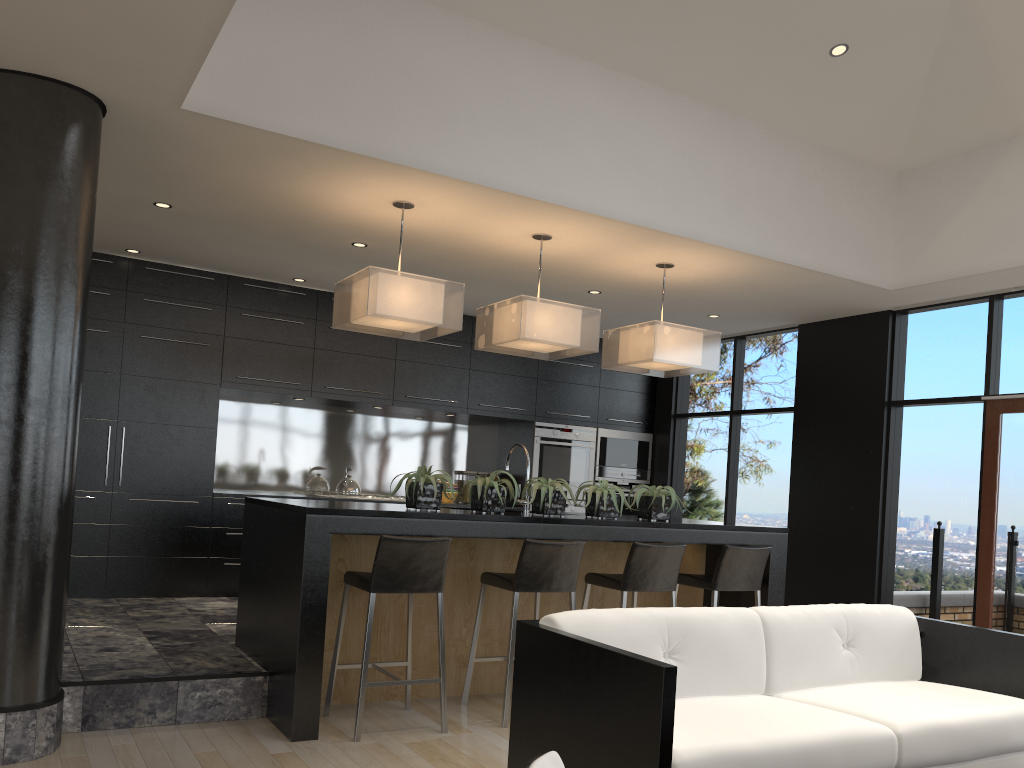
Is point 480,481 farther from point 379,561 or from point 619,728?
point 619,728

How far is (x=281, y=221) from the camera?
5.45m

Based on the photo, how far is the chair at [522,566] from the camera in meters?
4.5

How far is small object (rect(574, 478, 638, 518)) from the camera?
5.1m

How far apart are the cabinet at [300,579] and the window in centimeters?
152cm

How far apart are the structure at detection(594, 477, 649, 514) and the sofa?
4.9 meters

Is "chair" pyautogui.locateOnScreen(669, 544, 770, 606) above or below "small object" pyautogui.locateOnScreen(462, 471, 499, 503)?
below

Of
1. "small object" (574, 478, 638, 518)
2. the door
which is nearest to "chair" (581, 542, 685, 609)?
"small object" (574, 478, 638, 518)

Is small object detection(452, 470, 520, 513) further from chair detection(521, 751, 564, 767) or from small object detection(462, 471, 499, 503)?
small object detection(462, 471, 499, 503)

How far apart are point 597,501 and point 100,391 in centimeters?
380cm
